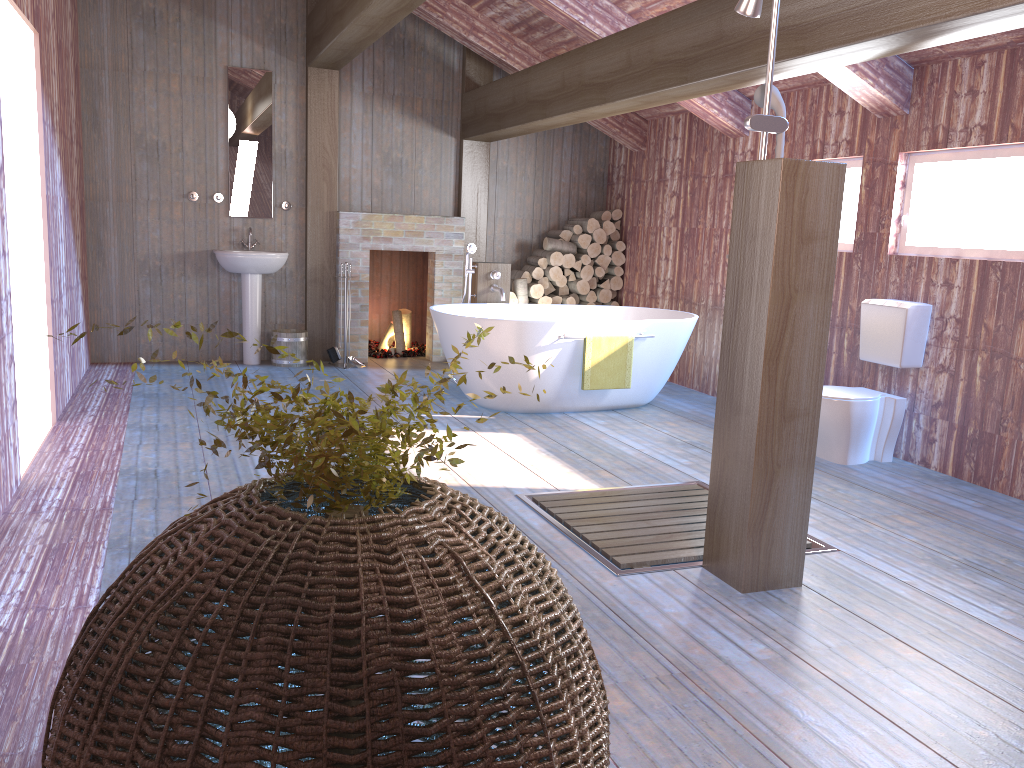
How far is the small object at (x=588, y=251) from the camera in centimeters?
811cm

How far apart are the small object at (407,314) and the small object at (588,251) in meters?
1.8 m

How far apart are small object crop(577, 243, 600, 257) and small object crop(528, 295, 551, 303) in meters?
0.6 m

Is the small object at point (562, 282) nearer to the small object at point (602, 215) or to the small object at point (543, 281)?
the small object at point (543, 281)

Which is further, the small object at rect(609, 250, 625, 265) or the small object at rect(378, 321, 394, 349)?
the small object at rect(378, 321, 394, 349)

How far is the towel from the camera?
5.75m

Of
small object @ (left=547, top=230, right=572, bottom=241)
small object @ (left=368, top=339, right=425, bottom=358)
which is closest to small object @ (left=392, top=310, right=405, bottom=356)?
small object @ (left=368, top=339, right=425, bottom=358)

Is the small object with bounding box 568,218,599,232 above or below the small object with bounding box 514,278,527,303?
above

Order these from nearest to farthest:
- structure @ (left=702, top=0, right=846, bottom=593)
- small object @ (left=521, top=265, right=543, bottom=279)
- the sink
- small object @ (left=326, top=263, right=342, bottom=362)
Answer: structure @ (left=702, top=0, right=846, bottom=593)
the sink
small object @ (left=326, top=263, right=342, bottom=362)
small object @ (left=521, top=265, right=543, bottom=279)

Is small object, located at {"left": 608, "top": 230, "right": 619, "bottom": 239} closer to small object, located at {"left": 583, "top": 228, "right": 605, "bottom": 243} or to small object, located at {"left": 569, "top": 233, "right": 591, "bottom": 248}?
small object, located at {"left": 583, "top": 228, "right": 605, "bottom": 243}
